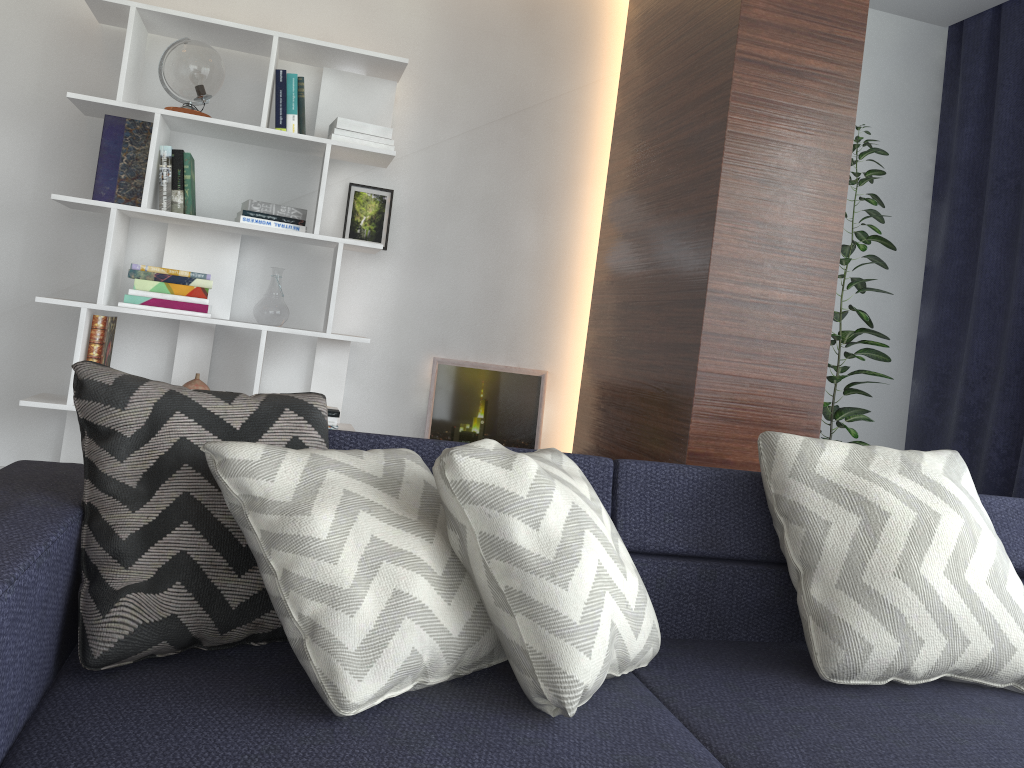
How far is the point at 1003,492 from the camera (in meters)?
3.62

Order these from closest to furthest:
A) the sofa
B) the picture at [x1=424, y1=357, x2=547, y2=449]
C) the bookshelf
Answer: the sofa
the bookshelf
the picture at [x1=424, y1=357, x2=547, y2=449]

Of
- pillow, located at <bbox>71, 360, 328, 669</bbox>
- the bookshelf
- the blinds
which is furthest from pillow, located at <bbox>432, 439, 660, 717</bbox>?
the blinds

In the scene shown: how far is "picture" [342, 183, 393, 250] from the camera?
3.54m

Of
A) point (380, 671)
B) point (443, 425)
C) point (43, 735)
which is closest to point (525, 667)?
point (380, 671)

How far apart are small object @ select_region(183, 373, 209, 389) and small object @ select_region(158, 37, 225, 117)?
0.96m

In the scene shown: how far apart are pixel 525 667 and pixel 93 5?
2.9m

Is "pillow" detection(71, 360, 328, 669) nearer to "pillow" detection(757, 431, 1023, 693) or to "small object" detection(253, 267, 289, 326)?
"pillow" detection(757, 431, 1023, 693)

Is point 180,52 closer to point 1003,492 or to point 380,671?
point 380,671

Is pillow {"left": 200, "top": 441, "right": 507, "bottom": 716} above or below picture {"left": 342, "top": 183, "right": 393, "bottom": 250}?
below
